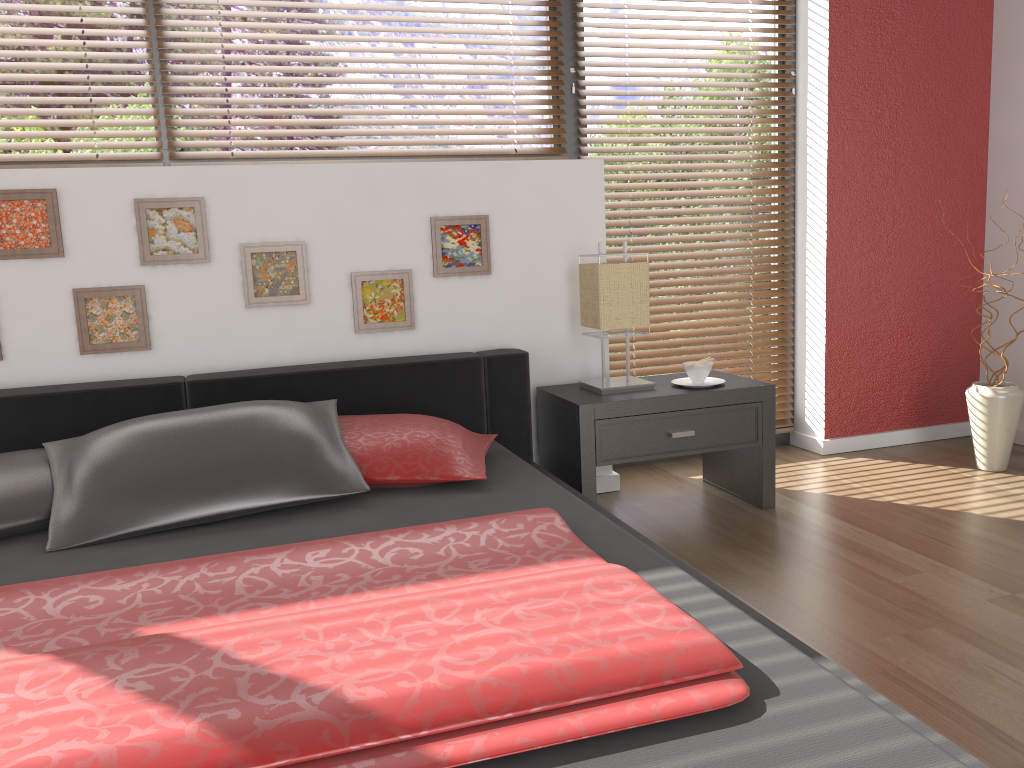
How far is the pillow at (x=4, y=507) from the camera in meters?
2.0 m

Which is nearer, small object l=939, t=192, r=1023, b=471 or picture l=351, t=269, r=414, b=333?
picture l=351, t=269, r=414, b=333

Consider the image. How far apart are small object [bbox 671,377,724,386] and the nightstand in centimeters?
3cm

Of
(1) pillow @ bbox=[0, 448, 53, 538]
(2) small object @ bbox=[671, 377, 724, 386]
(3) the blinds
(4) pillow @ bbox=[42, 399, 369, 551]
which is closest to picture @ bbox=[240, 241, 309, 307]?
(3) the blinds

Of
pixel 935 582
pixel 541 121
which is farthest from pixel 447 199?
pixel 935 582

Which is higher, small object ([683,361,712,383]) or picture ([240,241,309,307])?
picture ([240,241,309,307])

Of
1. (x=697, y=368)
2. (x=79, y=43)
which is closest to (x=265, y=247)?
(x=79, y=43)

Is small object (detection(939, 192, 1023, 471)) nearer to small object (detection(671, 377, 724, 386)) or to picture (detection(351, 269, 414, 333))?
small object (detection(671, 377, 724, 386))

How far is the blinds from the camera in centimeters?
282cm

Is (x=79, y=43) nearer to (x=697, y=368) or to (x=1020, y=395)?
(x=697, y=368)
